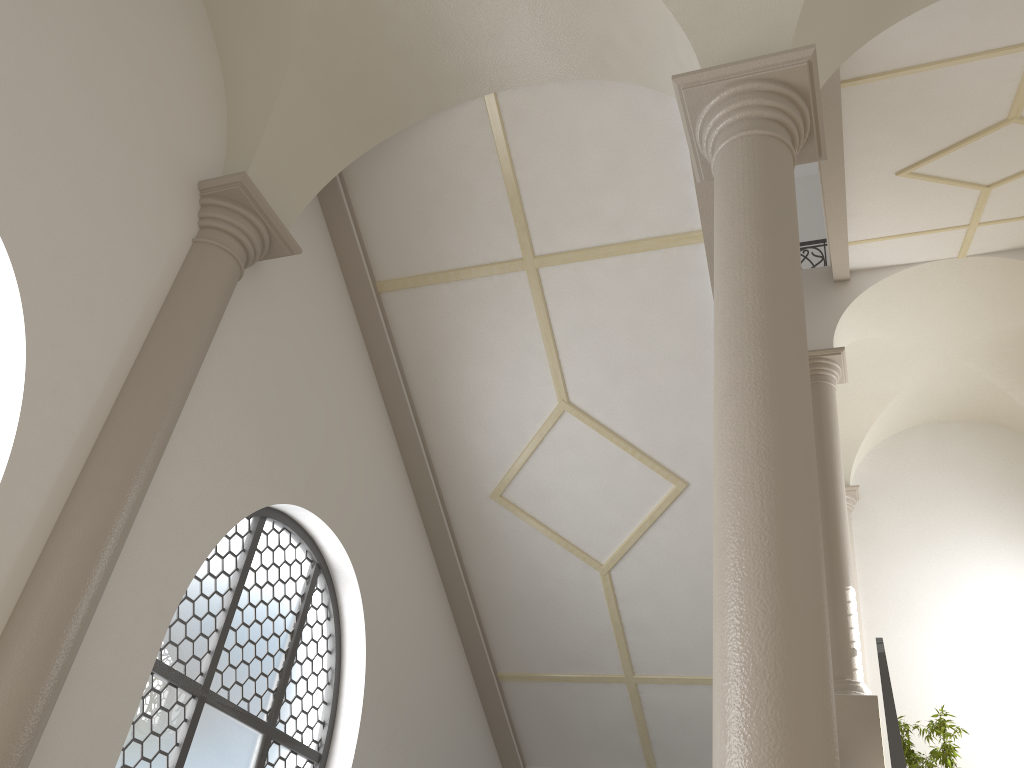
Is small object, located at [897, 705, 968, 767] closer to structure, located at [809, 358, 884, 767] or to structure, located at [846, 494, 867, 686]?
structure, located at [809, 358, 884, 767]

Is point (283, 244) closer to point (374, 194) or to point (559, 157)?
point (374, 194)

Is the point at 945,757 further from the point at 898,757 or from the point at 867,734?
the point at 898,757

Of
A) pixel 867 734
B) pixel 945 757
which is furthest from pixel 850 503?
pixel 867 734

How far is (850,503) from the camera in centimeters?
1319cm

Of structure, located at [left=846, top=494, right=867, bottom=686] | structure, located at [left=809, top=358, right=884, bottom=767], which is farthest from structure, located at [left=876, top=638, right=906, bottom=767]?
structure, located at [left=846, top=494, right=867, bottom=686]

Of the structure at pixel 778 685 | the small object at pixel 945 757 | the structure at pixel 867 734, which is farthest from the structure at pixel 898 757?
the small object at pixel 945 757

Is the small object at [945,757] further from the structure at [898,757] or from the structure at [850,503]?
the structure at [850,503]

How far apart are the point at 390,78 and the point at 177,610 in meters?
3.7 m

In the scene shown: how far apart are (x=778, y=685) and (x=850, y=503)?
11.4m
